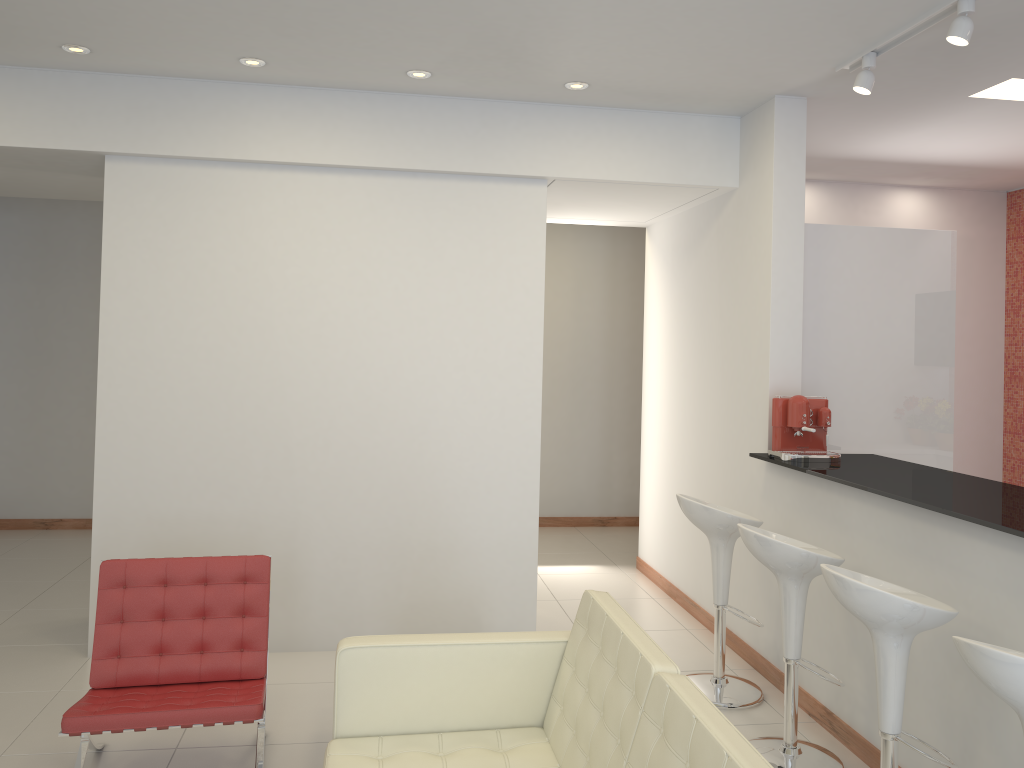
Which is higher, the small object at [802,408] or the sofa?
the small object at [802,408]

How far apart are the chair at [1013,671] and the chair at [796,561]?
1.1m

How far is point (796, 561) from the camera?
3.66m

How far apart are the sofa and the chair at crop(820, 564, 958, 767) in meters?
0.8

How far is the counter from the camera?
3.2m

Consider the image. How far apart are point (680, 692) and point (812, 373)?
3.3m

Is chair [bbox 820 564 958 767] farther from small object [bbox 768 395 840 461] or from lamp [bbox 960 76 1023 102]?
lamp [bbox 960 76 1023 102]

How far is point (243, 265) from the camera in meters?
5.0

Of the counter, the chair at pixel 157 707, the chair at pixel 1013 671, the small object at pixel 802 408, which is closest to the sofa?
the chair at pixel 157 707

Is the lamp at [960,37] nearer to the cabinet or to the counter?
the cabinet
